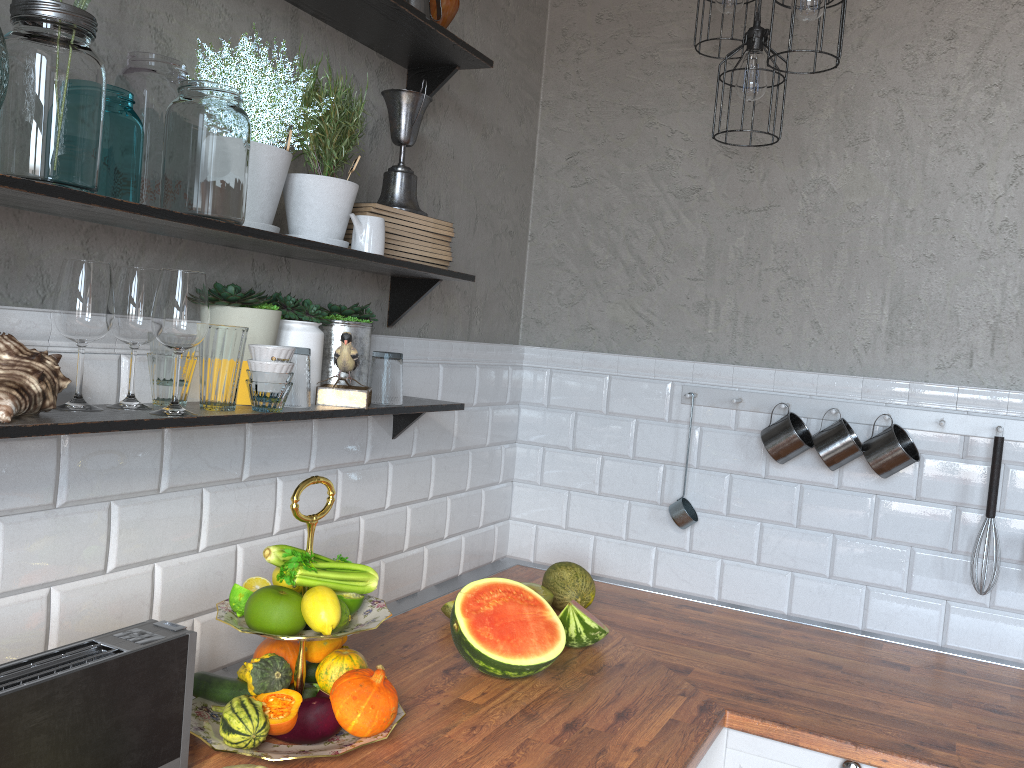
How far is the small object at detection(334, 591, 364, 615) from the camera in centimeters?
150cm

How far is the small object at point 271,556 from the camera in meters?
1.5 m

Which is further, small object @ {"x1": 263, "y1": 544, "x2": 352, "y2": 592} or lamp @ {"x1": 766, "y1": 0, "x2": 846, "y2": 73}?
lamp @ {"x1": 766, "y1": 0, "x2": 846, "y2": 73}

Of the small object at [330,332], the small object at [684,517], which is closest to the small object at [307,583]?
the small object at [330,332]

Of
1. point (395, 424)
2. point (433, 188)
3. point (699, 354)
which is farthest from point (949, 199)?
point (395, 424)

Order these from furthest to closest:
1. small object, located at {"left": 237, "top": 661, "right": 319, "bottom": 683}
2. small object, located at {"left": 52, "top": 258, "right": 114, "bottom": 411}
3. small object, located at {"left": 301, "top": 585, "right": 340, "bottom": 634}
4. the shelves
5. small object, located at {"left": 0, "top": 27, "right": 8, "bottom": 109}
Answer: small object, located at {"left": 237, "top": 661, "right": 319, "bottom": 683}
small object, located at {"left": 301, "top": 585, "right": 340, "bottom": 634}
small object, located at {"left": 52, "top": 258, "right": 114, "bottom": 411}
the shelves
small object, located at {"left": 0, "top": 27, "right": 8, "bottom": 109}

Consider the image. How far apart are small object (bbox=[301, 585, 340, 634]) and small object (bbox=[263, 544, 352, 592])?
0.1m

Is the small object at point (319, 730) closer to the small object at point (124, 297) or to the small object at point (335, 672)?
the small object at point (335, 672)

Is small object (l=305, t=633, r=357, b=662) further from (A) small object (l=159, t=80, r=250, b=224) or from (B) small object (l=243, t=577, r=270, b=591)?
(A) small object (l=159, t=80, r=250, b=224)

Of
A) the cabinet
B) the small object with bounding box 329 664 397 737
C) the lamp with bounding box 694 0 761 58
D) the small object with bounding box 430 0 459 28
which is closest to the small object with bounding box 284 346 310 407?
the small object with bounding box 329 664 397 737
